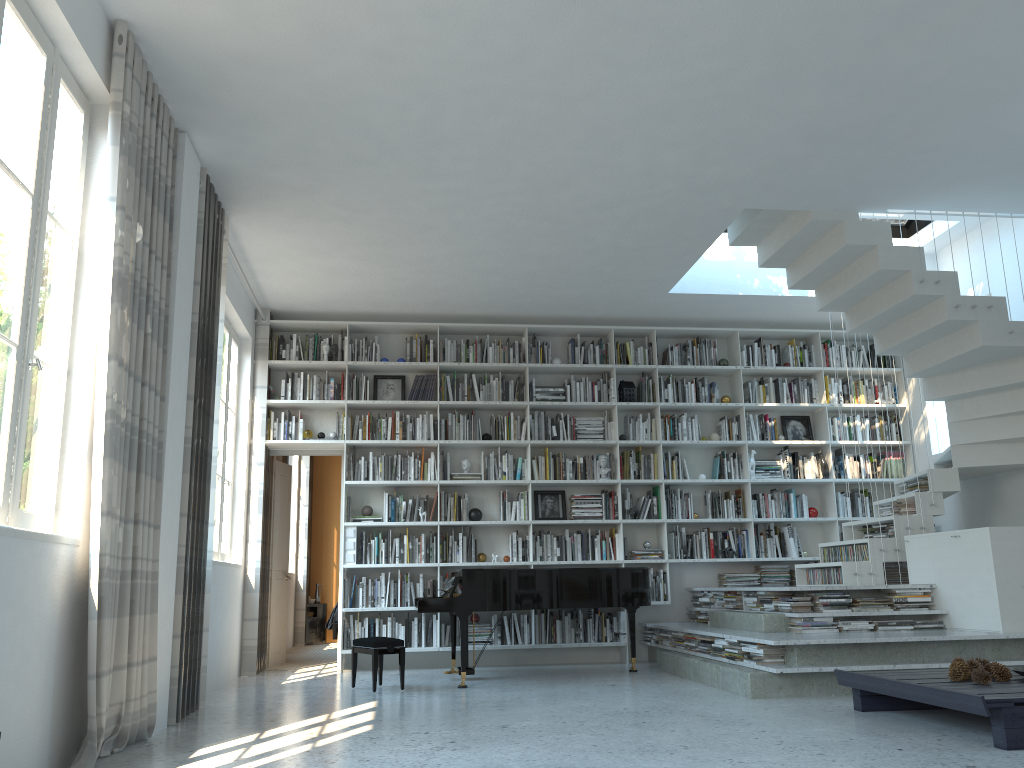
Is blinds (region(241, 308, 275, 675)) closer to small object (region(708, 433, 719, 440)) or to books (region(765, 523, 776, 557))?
small object (region(708, 433, 719, 440))

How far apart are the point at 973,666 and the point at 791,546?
4.0 meters

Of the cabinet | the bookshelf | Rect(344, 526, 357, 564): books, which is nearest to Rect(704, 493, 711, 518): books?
the bookshelf

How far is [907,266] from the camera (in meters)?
6.24

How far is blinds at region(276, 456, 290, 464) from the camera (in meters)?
9.25

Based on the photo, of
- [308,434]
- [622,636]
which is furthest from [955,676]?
[308,434]

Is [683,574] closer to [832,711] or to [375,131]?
[832,711]

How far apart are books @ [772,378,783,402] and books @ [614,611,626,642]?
2.6 meters

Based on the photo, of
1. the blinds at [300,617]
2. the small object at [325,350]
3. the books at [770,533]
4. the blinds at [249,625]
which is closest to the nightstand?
the blinds at [300,617]

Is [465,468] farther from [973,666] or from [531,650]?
[973,666]
